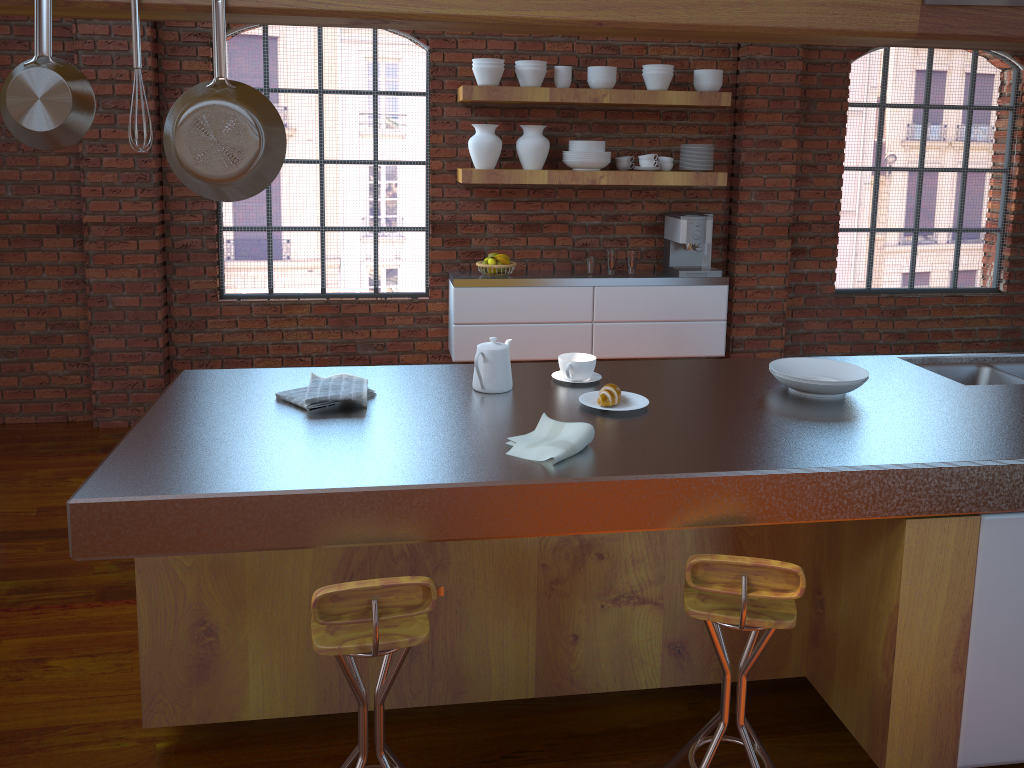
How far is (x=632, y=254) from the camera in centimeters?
509cm

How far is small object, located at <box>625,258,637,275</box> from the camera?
5.1m

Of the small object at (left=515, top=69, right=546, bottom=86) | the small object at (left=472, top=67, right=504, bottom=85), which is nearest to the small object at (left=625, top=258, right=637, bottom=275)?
the small object at (left=515, top=69, right=546, bottom=86)

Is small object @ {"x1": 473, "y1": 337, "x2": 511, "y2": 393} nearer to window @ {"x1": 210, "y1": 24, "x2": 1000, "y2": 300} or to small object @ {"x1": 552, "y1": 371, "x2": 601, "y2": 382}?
small object @ {"x1": 552, "y1": 371, "x2": 601, "y2": 382}

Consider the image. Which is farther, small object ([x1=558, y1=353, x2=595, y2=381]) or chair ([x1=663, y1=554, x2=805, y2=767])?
small object ([x1=558, y1=353, x2=595, y2=381])

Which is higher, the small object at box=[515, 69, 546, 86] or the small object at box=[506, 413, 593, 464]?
the small object at box=[515, 69, 546, 86]

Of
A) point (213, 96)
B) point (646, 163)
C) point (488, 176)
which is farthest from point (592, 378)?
point (646, 163)

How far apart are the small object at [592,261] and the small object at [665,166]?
0.66m

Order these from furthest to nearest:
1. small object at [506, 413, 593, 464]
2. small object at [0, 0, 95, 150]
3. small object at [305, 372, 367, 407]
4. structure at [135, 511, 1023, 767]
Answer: small object at [305, 372, 367, 407] < structure at [135, 511, 1023, 767] < small object at [506, 413, 593, 464] < small object at [0, 0, 95, 150]

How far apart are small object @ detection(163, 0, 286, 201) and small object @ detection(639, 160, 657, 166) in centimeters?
339cm
